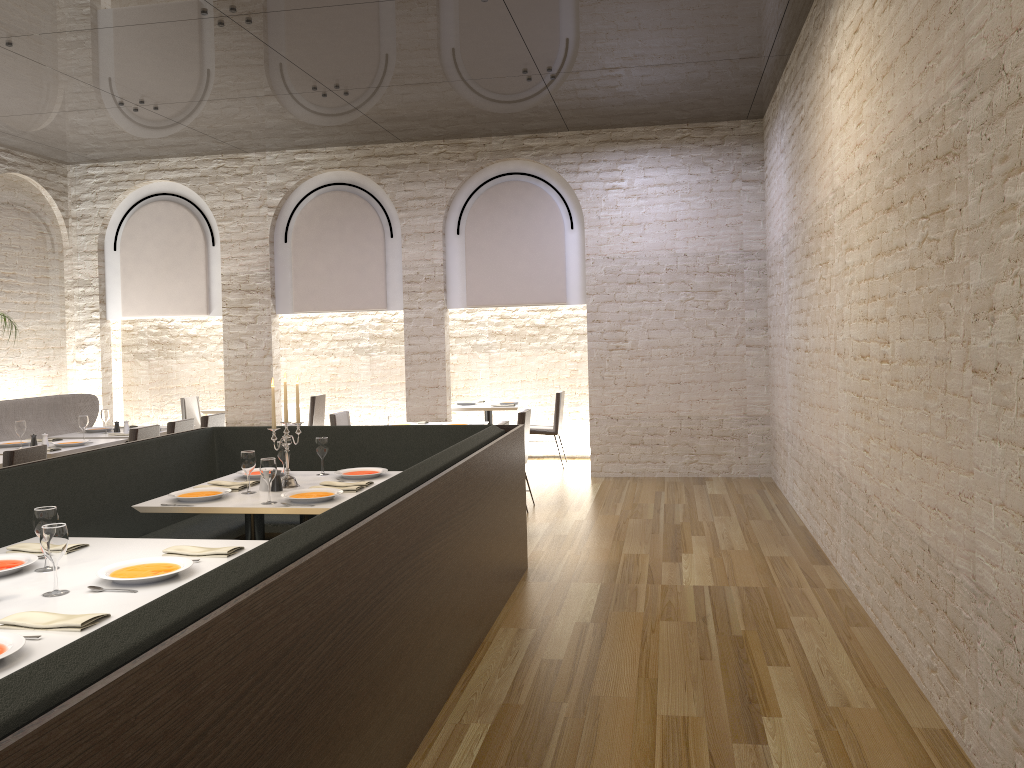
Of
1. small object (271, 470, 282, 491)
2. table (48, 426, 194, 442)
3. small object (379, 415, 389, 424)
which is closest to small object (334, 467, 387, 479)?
small object (271, 470, 282, 491)

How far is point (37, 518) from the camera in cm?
327

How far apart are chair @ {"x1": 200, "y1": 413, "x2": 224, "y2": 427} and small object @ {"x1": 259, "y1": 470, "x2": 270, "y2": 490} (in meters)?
3.83

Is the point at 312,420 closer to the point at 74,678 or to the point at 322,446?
the point at 322,446

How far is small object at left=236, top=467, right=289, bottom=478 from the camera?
5.36m

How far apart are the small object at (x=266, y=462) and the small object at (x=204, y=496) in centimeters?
33cm

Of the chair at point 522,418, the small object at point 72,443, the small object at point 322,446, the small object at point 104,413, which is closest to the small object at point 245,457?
the small object at point 322,446

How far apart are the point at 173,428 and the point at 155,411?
1.09m

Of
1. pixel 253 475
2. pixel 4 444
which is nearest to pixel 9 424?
pixel 4 444

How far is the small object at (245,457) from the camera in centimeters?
485cm
